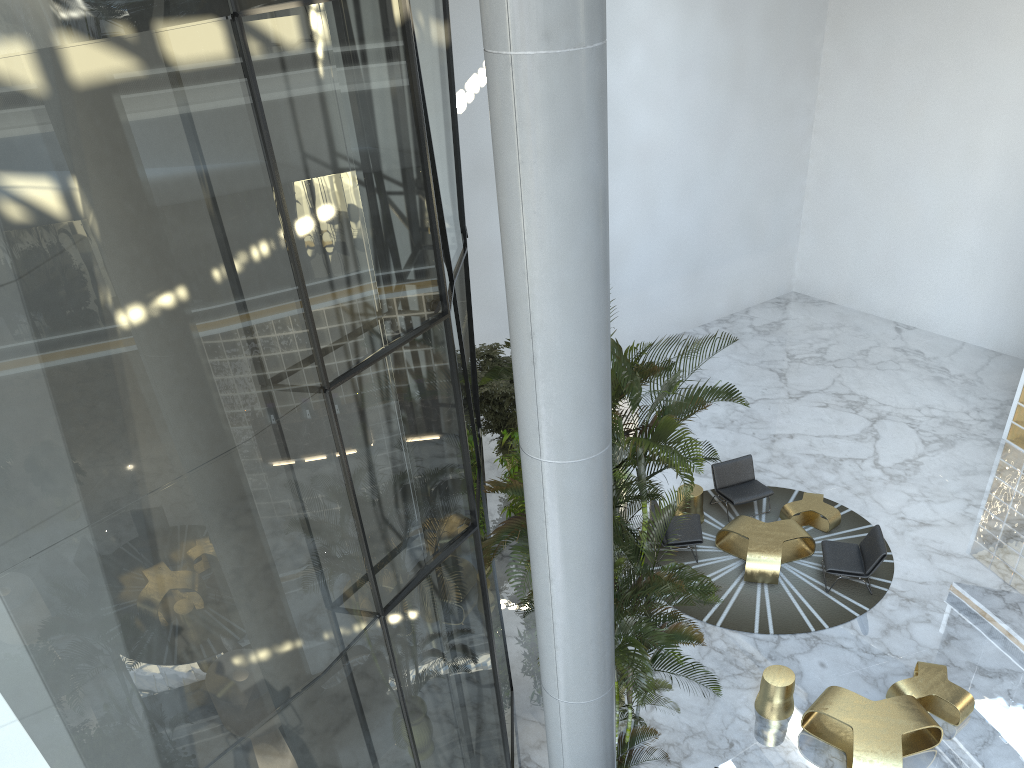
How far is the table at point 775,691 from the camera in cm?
859

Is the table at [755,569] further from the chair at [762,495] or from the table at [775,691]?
the table at [775,691]

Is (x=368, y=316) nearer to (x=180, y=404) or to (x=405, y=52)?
(x=180, y=404)

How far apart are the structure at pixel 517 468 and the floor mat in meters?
2.5

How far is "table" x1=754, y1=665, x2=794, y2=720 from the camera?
8.6m

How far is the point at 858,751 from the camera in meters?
7.8 m

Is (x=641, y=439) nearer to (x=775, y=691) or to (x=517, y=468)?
(x=775, y=691)

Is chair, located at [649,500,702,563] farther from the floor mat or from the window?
the window

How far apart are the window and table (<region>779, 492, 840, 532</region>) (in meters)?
5.07

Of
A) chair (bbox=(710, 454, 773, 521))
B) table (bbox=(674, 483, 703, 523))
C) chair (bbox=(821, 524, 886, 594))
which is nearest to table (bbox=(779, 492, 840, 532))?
chair (bbox=(710, 454, 773, 521))
